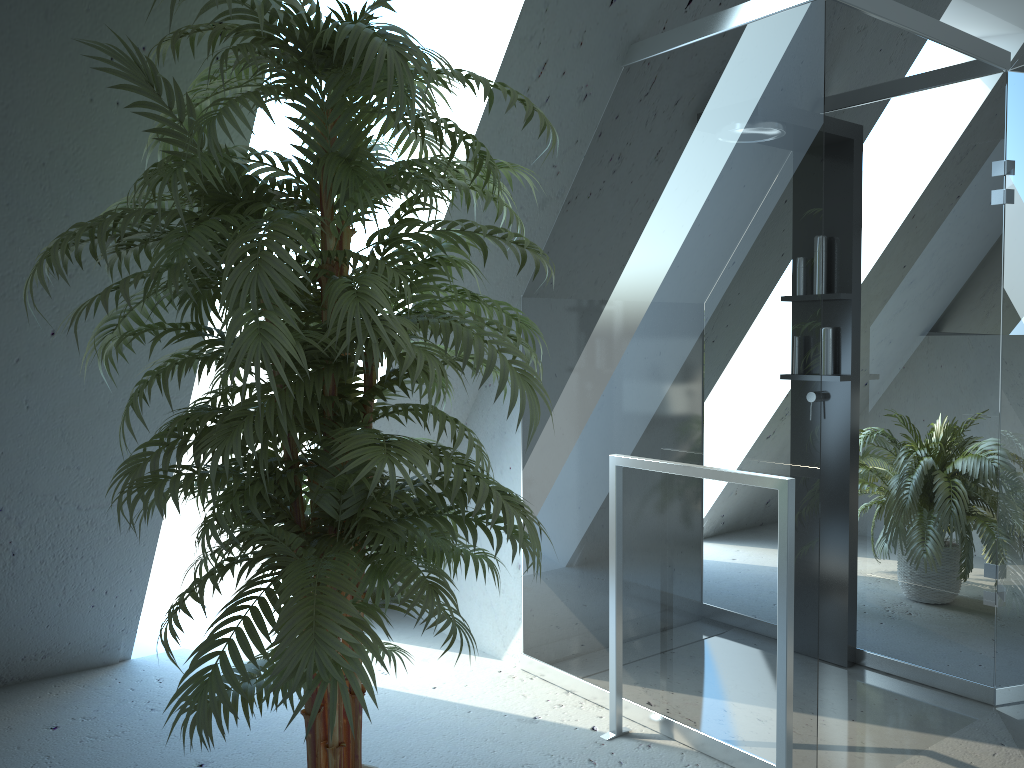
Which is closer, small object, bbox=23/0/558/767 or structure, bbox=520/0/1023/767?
small object, bbox=23/0/558/767

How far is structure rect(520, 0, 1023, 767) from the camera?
2.32m

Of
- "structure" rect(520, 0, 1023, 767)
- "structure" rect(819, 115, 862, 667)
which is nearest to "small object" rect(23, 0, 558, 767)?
"structure" rect(520, 0, 1023, 767)

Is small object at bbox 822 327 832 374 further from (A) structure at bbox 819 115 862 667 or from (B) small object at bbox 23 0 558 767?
(B) small object at bbox 23 0 558 767

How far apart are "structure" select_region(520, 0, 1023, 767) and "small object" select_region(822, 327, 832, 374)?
0.1m

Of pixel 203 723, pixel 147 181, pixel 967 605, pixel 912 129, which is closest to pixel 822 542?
pixel 967 605

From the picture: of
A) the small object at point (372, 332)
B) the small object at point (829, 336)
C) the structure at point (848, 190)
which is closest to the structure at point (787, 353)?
the structure at point (848, 190)

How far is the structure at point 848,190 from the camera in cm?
319

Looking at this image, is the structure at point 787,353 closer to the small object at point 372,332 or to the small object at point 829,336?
the small object at point 829,336

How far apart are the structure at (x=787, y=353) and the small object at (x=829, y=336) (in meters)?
0.13
